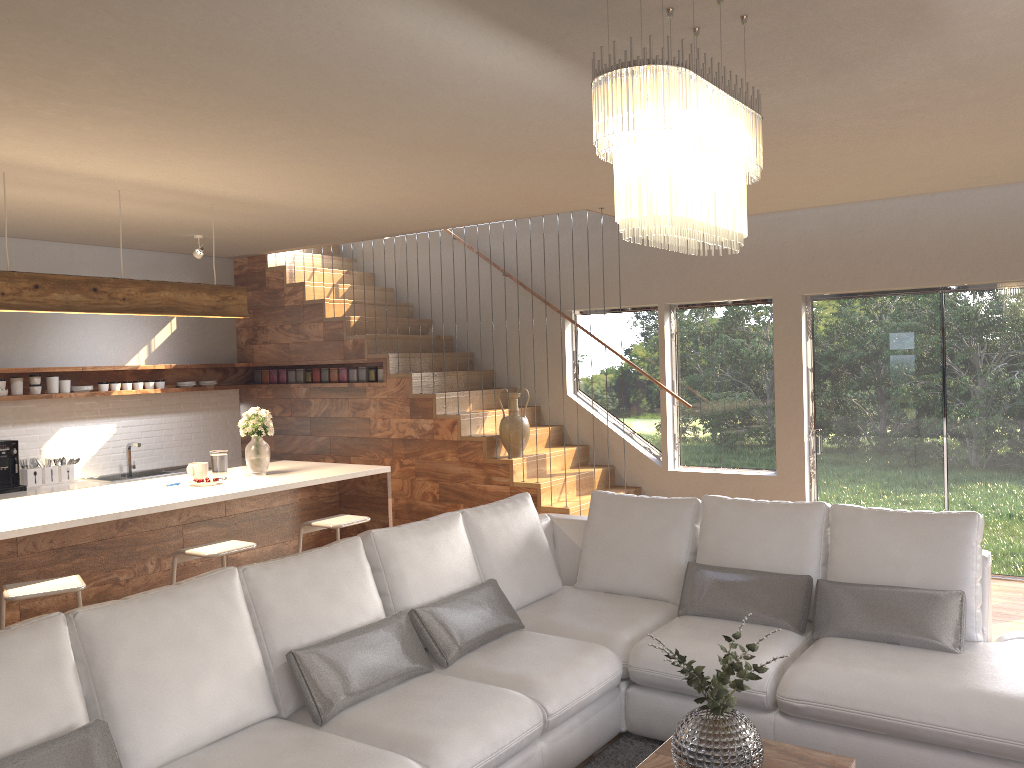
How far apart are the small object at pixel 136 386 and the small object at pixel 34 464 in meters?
1.1

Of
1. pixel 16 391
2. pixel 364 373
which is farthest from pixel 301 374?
pixel 16 391

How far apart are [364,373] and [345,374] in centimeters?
24cm

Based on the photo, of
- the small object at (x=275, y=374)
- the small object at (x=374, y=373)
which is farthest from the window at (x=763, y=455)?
the small object at (x=275, y=374)

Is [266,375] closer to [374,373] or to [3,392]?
[374,373]

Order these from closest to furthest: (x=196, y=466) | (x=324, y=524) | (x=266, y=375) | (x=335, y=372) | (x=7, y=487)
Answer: (x=324, y=524) → (x=196, y=466) → (x=7, y=487) → (x=335, y=372) → (x=266, y=375)

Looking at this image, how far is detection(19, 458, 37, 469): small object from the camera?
7.2m

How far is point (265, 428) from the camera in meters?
5.8

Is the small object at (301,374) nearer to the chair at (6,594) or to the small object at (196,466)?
the small object at (196,466)

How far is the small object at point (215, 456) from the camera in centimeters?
563cm
